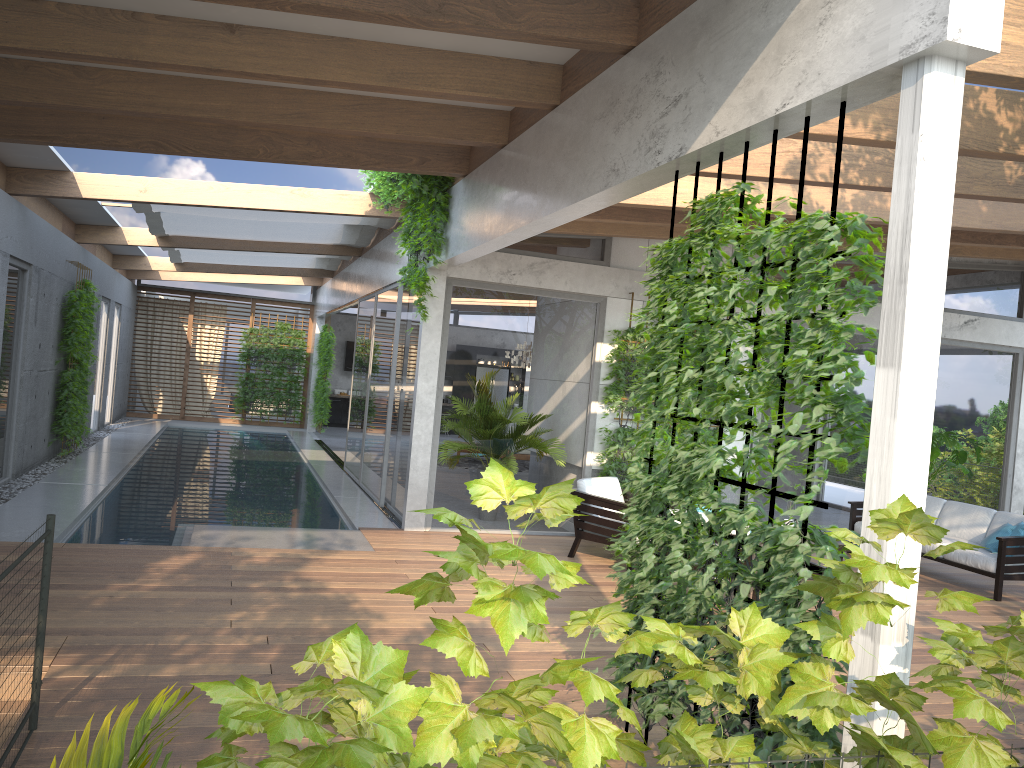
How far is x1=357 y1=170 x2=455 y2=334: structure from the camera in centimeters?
823cm

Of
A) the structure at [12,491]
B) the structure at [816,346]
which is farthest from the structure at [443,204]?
the structure at [12,491]

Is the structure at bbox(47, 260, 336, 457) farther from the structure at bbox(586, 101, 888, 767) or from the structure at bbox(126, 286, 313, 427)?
the structure at bbox(586, 101, 888, 767)

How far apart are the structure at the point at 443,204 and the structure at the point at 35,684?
4.96m

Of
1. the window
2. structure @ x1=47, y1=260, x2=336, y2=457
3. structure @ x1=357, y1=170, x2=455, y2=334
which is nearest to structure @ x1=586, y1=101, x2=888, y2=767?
structure @ x1=357, y1=170, x2=455, y2=334

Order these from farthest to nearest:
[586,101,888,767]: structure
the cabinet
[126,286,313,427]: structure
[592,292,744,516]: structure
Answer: the cabinet < [126,286,313,427]: structure < [592,292,744,516]: structure < [586,101,888,767]: structure

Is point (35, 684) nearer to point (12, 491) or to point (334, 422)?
point (12, 491)

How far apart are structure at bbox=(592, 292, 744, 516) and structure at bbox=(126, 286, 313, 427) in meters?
14.1

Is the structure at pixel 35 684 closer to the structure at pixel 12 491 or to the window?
the window

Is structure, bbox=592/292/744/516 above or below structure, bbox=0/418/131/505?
above
